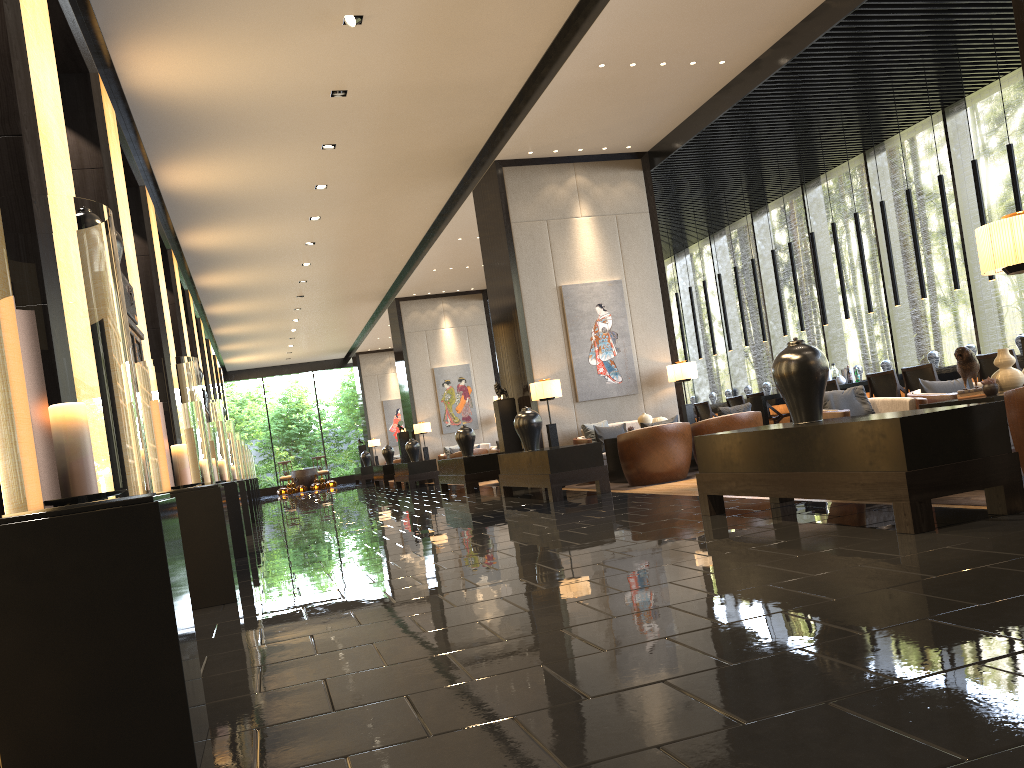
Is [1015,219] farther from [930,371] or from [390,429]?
[390,429]

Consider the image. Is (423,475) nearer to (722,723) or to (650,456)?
(650,456)

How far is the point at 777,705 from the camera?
1.92m

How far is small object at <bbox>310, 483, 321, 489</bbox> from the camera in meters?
28.0

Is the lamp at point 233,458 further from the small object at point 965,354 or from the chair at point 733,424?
the small object at point 965,354

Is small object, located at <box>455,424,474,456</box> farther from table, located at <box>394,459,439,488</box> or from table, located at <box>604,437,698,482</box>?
table, located at <box>394,459,439,488</box>

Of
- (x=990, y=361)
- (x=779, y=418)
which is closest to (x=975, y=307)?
(x=779, y=418)

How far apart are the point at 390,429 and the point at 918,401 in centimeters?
2371cm

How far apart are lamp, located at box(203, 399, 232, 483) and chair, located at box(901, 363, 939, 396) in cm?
690

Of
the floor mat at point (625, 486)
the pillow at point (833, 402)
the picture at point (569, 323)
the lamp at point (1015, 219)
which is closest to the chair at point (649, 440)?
the floor mat at point (625, 486)
